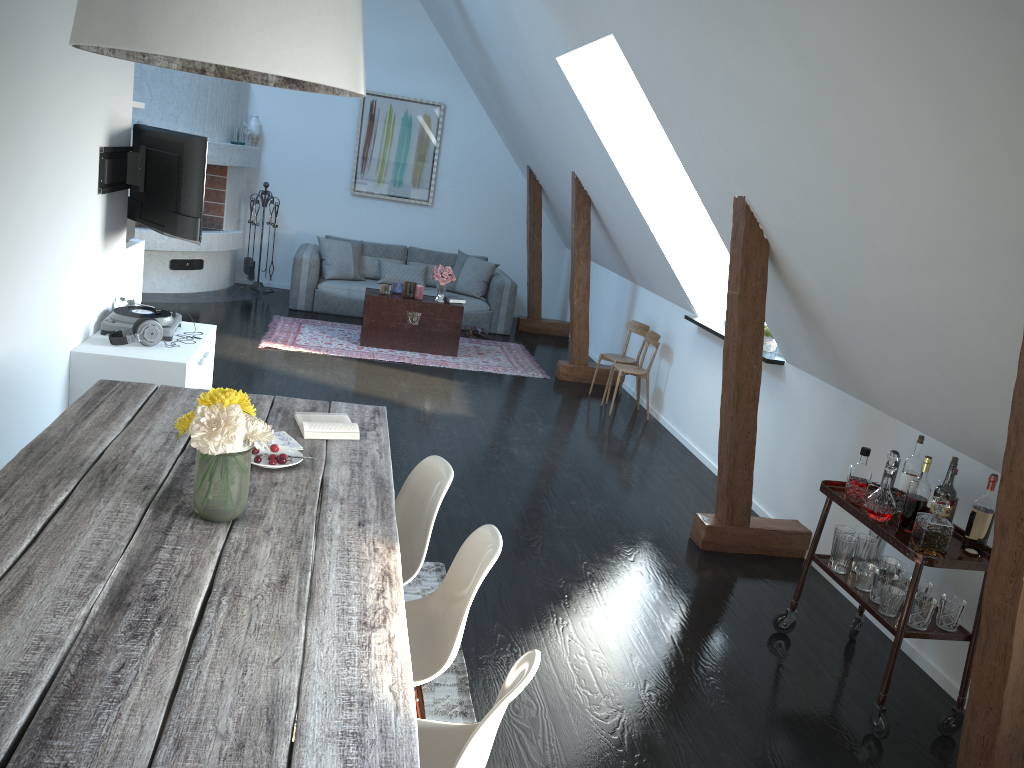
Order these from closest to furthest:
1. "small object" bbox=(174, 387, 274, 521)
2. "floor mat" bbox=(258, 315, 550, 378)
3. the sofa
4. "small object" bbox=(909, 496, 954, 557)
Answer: "small object" bbox=(174, 387, 274, 521)
"small object" bbox=(909, 496, 954, 557)
"floor mat" bbox=(258, 315, 550, 378)
the sofa

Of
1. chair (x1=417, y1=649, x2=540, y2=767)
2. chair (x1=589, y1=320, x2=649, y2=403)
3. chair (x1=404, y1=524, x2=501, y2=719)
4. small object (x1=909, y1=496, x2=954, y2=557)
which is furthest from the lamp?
chair (x1=589, y1=320, x2=649, y2=403)

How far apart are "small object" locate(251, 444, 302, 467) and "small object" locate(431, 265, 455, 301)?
5.5 meters

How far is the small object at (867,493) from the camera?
3.58m

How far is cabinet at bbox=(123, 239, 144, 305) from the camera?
5.99m

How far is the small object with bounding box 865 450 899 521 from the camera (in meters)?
3.44

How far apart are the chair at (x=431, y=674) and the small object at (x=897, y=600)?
1.69m

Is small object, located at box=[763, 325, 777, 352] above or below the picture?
below

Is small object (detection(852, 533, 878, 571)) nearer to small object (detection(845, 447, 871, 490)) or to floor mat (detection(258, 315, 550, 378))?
small object (detection(845, 447, 871, 490))

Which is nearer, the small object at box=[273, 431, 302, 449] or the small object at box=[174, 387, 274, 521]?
the small object at box=[174, 387, 274, 521]
